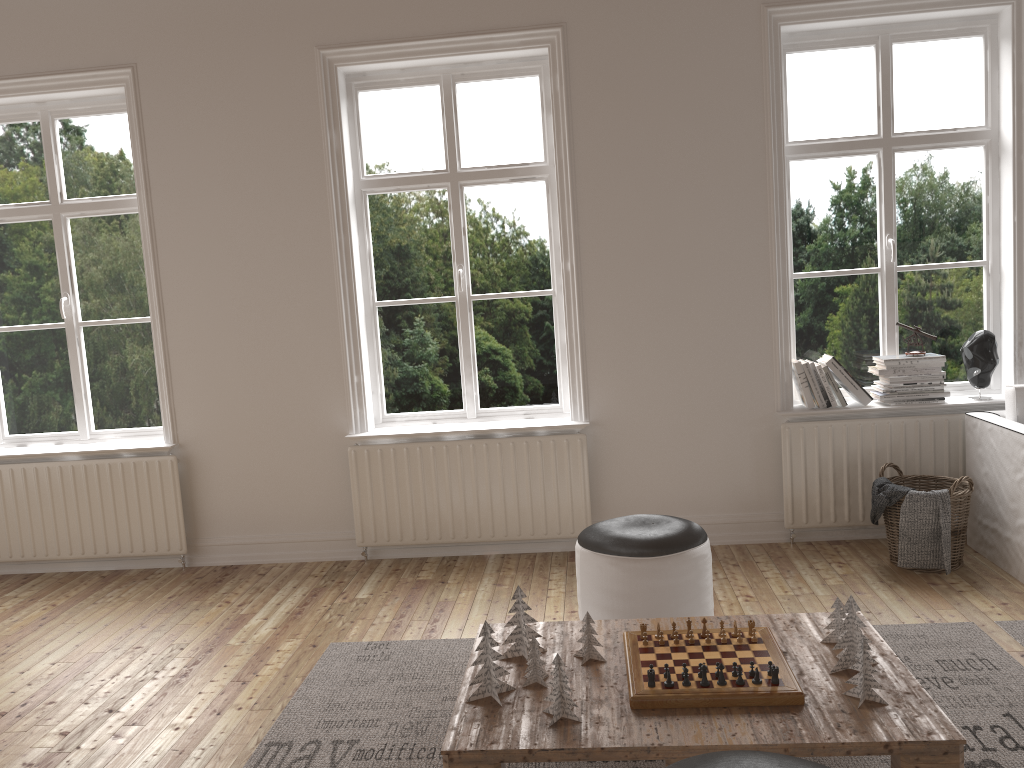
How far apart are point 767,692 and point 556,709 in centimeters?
52cm

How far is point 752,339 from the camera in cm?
438

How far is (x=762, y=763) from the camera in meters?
1.7

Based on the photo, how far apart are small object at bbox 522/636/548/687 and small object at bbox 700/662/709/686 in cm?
43

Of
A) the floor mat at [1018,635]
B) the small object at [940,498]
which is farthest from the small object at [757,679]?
the small object at [940,498]

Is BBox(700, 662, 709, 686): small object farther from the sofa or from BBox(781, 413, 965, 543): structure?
BBox(781, 413, 965, 543): structure

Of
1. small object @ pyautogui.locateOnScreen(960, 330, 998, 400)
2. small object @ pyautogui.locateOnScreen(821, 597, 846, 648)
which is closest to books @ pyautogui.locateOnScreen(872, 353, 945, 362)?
small object @ pyautogui.locateOnScreen(960, 330, 998, 400)

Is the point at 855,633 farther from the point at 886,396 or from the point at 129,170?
the point at 129,170

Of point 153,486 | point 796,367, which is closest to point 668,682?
point 796,367

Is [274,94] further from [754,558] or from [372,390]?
[754,558]
